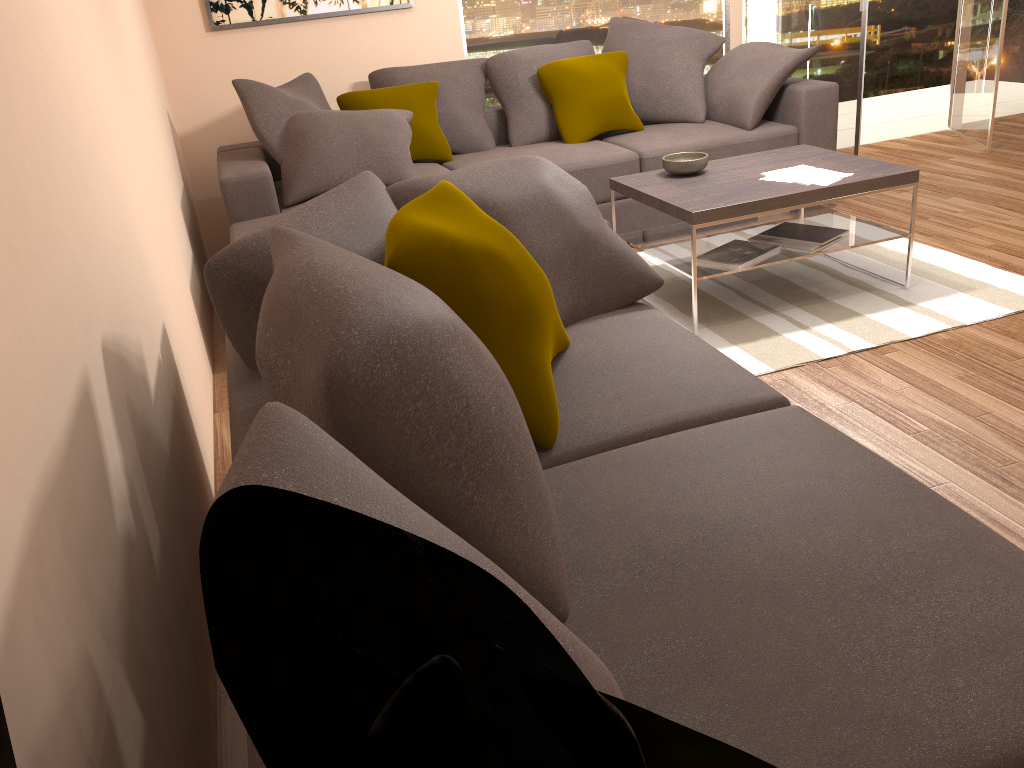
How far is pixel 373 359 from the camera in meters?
1.2 m

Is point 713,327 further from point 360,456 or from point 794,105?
point 360,456

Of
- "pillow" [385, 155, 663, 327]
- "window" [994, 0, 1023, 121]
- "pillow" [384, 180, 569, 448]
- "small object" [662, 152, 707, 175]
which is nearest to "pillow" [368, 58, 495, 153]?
"small object" [662, 152, 707, 175]

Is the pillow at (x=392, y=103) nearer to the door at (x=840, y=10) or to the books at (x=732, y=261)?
the books at (x=732, y=261)

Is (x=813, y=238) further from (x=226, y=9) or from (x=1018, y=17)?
(x=1018, y=17)

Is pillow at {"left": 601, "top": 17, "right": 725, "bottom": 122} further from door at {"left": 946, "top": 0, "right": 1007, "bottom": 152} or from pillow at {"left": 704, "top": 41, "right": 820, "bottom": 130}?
door at {"left": 946, "top": 0, "right": 1007, "bottom": 152}

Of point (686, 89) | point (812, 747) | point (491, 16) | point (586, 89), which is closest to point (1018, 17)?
point (686, 89)

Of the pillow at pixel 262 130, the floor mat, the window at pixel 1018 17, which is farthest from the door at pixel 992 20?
the pillow at pixel 262 130

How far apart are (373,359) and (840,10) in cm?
576

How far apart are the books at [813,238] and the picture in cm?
290
